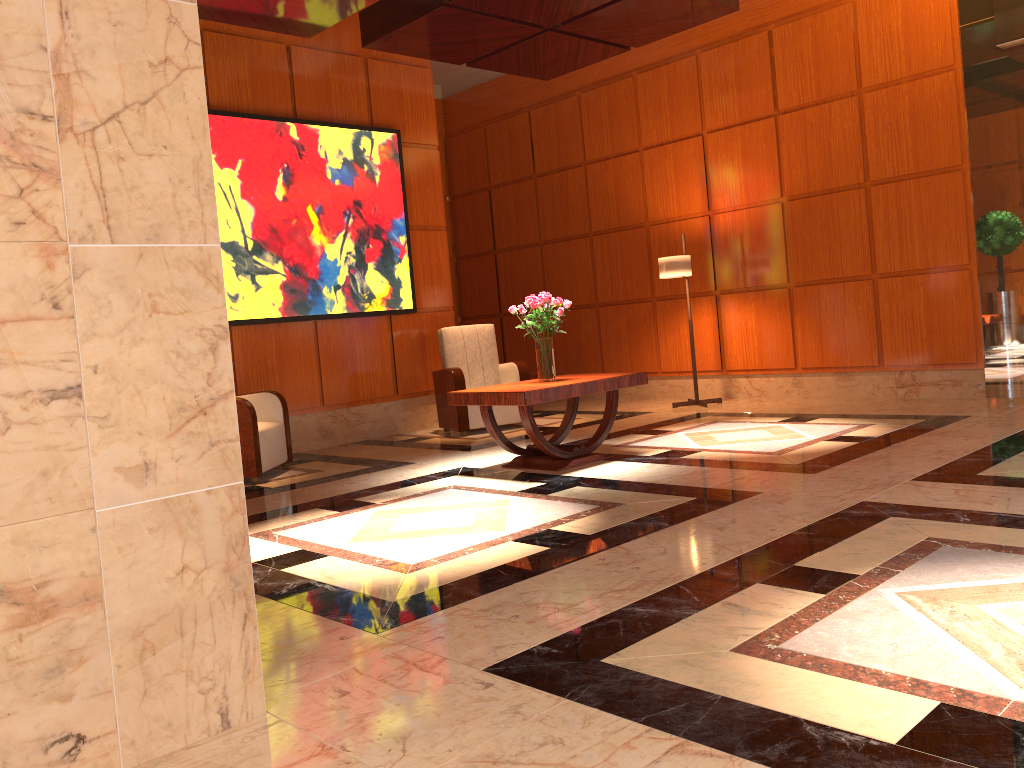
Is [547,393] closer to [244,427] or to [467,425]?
[244,427]

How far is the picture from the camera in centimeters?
719cm

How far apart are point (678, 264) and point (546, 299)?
2.8m

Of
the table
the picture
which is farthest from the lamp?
the table

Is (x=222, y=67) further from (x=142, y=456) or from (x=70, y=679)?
(x=70, y=679)

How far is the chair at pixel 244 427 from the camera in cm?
609

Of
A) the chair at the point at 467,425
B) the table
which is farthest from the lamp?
the table

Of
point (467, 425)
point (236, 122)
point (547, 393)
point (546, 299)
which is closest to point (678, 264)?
point (467, 425)

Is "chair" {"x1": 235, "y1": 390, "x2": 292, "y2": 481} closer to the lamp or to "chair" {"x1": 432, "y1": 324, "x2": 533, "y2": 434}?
"chair" {"x1": 432, "y1": 324, "x2": 533, "y2": 434}

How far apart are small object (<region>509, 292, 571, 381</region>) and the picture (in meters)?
2.45
